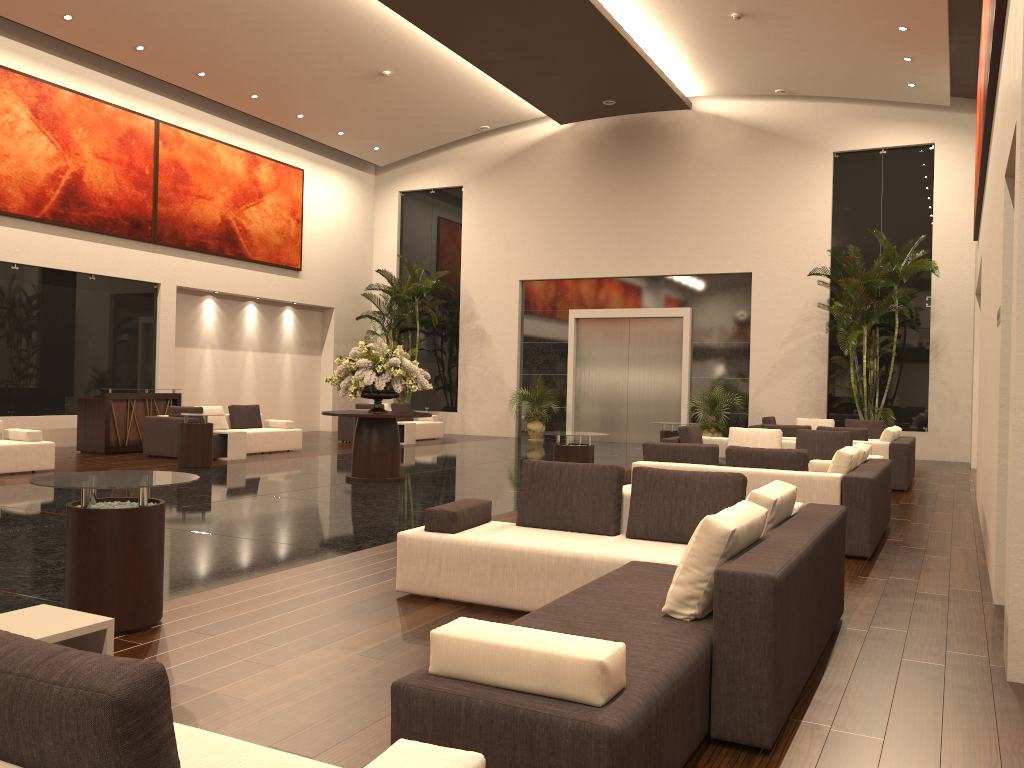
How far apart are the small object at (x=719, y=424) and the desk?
10.9 meters

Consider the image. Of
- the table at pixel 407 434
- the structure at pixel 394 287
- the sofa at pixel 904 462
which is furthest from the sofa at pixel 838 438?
the structure at pixel 394 287

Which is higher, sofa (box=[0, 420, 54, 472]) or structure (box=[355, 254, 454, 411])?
structure (box=[355, 254, 454, 411])

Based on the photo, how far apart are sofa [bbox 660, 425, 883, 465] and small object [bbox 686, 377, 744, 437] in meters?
7.1

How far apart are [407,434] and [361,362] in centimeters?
762cm

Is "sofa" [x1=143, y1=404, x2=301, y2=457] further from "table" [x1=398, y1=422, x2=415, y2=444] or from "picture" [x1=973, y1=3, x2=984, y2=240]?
"picture" [x1=973, y1=3, x2=984, y2=240]

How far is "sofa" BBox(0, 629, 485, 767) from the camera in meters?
1.5

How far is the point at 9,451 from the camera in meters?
11.7

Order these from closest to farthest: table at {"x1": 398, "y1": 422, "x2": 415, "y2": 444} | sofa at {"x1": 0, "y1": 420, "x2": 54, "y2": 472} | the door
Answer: sofa at {"x1": 0, "y1": 420, "x2": 54, "y2": 472}, table at {"x1": 398, "y1": 422, "x2": 415, "y2": 444}, the door

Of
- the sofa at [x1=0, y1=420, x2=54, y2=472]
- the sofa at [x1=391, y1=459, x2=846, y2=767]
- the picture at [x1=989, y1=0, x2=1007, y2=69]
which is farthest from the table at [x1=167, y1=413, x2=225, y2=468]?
the picture at [x1=989, y1=0, x2=1007, y2=69]
